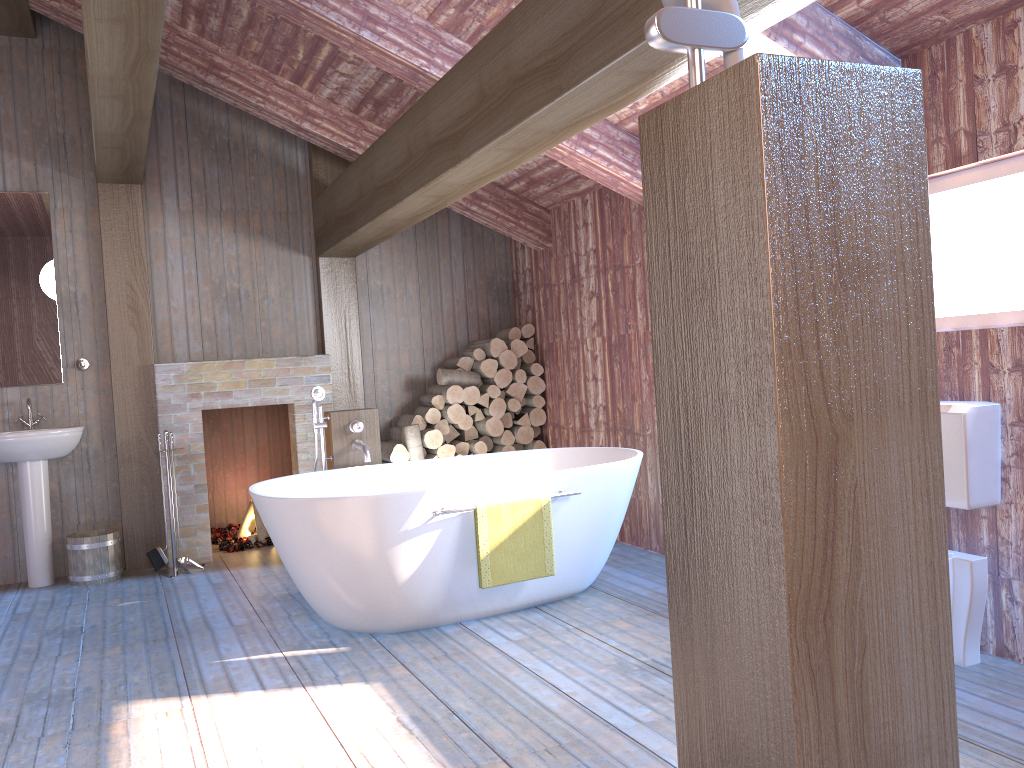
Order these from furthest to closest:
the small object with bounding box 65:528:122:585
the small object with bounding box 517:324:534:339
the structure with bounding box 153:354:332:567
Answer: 1. the small object with bounding box 517:324:534:339
2. the structure with bounding box 153:354:332:567
3. the small object with bounding box 65:528:122:585

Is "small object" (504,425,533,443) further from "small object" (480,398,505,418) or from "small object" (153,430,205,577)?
"small object" (153,430,205,577)

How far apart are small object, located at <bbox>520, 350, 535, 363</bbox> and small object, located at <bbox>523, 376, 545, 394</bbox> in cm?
18

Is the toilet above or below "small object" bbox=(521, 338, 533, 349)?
below

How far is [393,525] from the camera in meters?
3.7

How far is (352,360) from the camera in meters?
6.3

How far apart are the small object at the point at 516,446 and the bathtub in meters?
1.4 m

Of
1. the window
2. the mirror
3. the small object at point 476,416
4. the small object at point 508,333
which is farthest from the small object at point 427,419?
the window

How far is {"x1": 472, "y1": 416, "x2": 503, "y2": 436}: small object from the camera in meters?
6.2

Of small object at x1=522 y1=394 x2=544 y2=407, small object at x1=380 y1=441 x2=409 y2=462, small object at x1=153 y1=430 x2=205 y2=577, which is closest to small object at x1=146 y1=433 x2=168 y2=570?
small object at x1=153 y1=430 x2=205 y2=577
